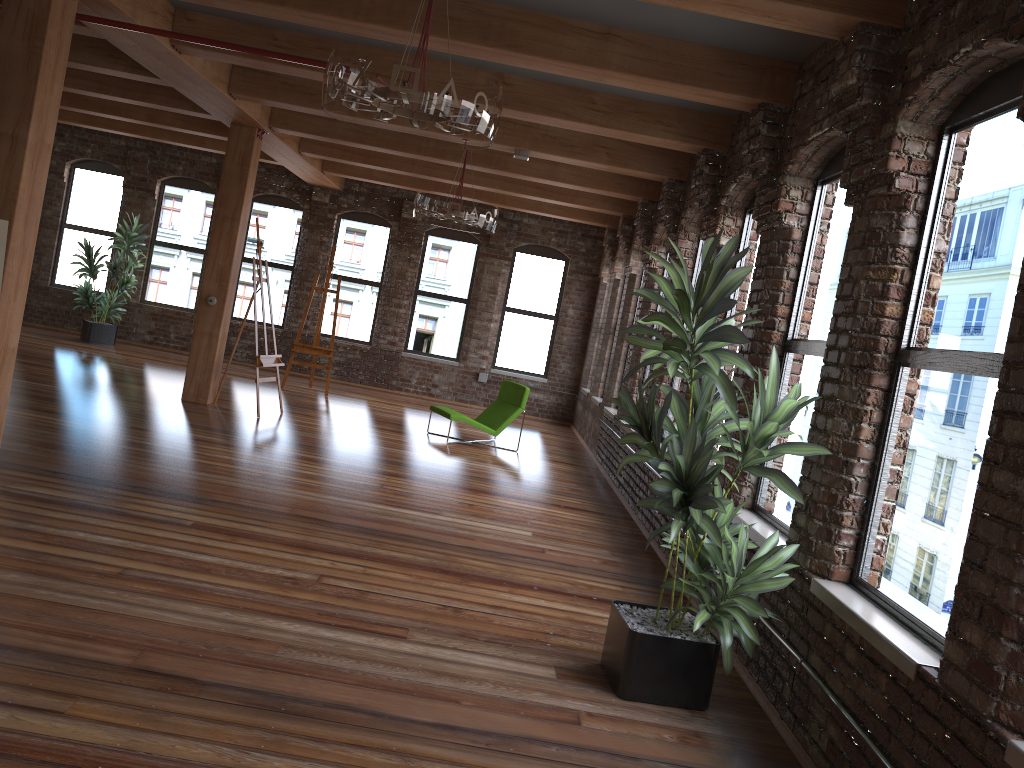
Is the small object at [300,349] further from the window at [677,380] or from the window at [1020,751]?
the window at [1020,751]

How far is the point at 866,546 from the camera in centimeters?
381cm

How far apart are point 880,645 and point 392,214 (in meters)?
12.22

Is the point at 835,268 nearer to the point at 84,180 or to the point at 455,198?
the point at 455,198

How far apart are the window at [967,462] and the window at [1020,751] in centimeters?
54cm

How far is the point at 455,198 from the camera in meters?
7.9

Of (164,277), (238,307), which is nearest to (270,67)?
(238,307)

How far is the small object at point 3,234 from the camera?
4.7m

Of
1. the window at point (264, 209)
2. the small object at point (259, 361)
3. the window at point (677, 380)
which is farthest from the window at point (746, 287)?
the window at point (264, 209)

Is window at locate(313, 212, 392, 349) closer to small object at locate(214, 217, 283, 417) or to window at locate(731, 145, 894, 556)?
small object at locate(214, 217, 283, 417)
